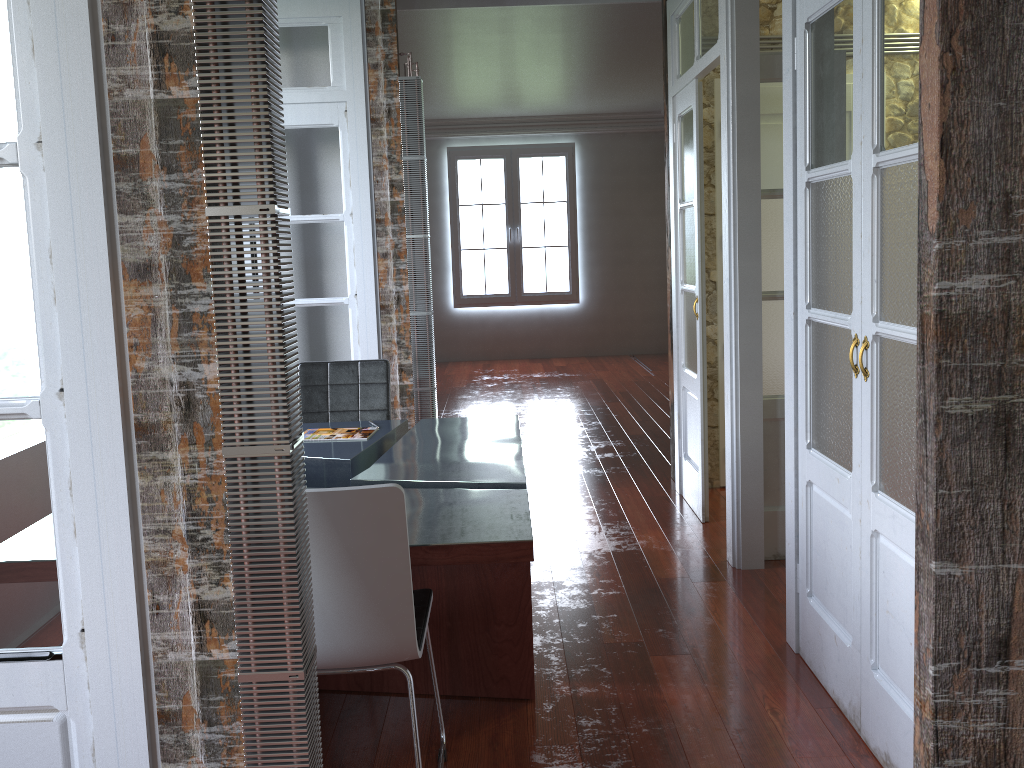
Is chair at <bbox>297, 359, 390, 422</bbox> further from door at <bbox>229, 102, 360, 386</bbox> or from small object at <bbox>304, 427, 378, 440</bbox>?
door at <bbox>229, 102, 360, 386</bbox>

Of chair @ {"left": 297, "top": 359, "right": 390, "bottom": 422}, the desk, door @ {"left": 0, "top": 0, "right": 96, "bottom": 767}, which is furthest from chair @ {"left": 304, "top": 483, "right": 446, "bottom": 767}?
chair @ {"left": 297, "top": 359, "right": 390, "bottom": 422}

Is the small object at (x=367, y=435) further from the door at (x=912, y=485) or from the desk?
the door at (x=912, y=485)

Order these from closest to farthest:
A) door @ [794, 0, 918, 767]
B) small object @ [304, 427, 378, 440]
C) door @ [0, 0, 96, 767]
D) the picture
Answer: door @ [0, 0, 96, 767], door @ [794, 0, 918, 767], small object @ [304, 427, 378, 440], the picture

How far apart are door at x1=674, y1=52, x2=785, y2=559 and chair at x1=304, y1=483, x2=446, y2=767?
1.95m

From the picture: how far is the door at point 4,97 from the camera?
1.46m

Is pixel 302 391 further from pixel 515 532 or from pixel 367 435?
pixel 515 532

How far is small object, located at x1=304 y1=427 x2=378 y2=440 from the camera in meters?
3.6

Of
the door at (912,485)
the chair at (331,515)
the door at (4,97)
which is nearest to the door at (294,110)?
the chair at (331,515)

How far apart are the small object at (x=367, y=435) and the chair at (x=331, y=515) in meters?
1.2 m
